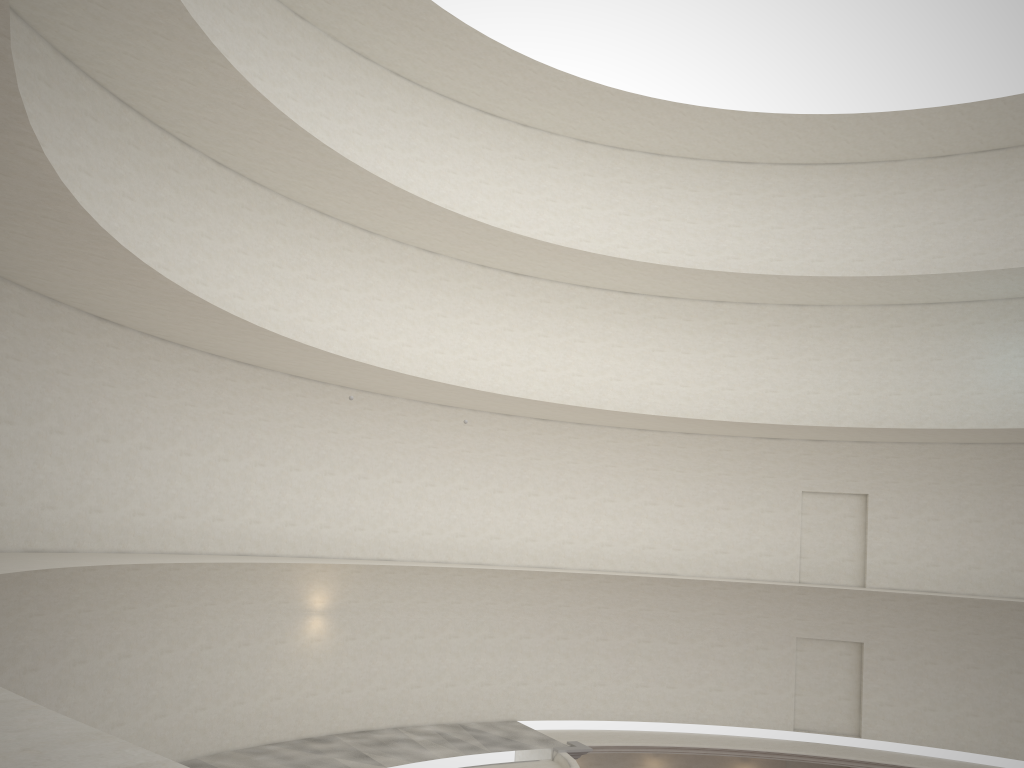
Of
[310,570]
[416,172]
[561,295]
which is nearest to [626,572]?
[561,295]

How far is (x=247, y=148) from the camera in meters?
18.3 m
